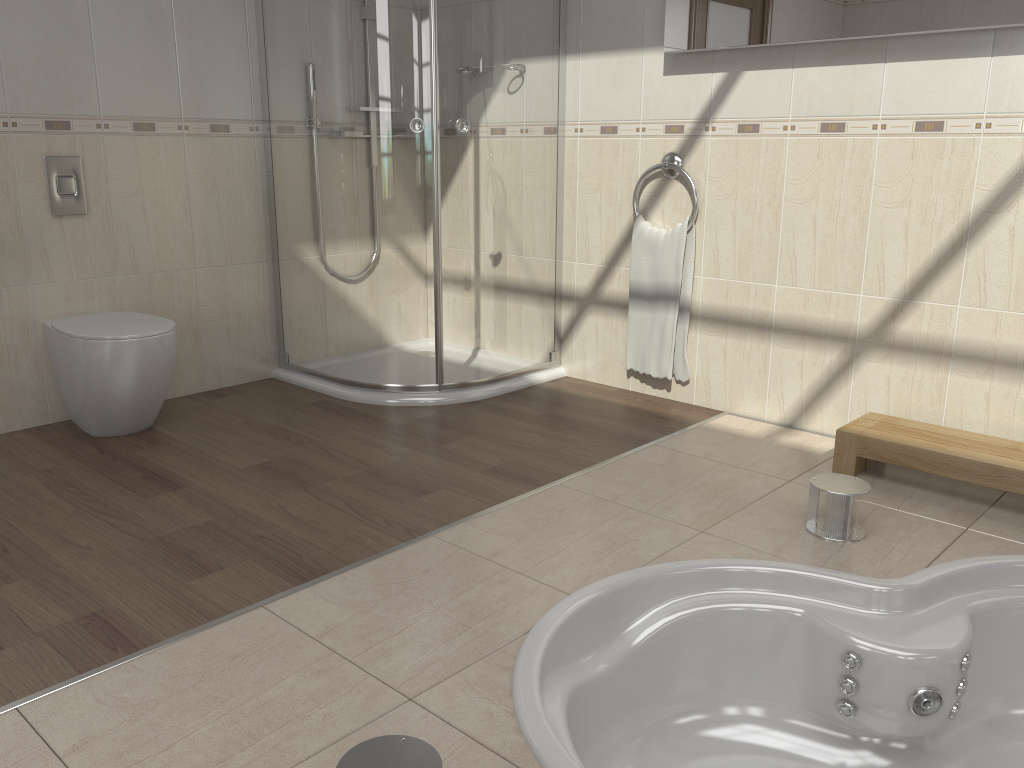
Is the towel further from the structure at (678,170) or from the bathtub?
the bathtub

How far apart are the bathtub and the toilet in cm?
172

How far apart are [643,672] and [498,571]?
0.4 meters

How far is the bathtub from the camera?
1.87m

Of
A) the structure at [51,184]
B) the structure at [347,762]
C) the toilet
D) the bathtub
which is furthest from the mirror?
the structure at [347,762]

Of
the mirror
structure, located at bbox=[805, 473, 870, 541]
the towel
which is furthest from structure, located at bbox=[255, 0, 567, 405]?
structure, located at bbox=[805, 473, 870, 541]

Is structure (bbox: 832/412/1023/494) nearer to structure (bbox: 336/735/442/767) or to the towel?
the towel

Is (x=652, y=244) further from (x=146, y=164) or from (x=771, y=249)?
(x=146, y=164)

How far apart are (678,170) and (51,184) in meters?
2.2

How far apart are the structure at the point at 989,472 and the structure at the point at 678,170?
1.0 meters
